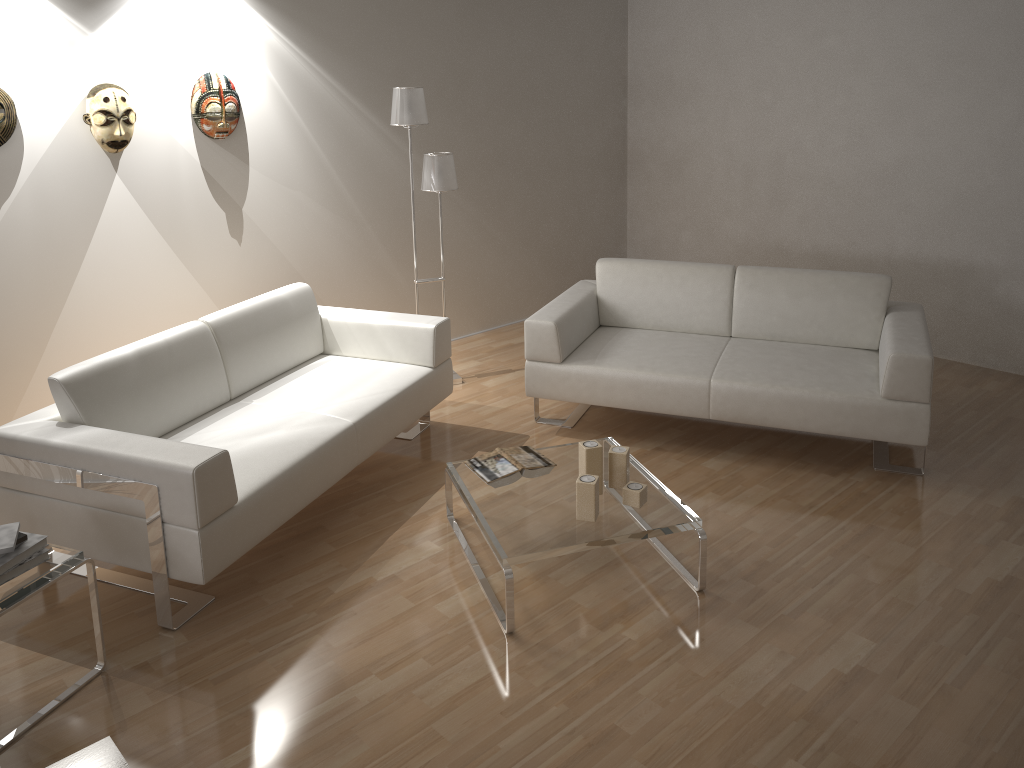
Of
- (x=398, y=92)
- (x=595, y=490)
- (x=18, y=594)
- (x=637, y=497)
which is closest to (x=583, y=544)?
(x=595, y=490)

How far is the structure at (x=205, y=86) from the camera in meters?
4.3

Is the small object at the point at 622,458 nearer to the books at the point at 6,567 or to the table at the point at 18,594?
the table at the point at 18,594

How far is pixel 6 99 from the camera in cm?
371

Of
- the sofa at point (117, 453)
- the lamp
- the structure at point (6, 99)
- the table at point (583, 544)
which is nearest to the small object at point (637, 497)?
the table at point (583, 544)

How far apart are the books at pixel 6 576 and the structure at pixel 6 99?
2.1 meters

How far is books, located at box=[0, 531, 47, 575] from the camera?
2.45m

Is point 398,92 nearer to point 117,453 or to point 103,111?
point 103,111

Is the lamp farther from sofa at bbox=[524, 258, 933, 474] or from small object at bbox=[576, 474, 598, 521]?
small object at bbox=[576, 474, 598, 521]

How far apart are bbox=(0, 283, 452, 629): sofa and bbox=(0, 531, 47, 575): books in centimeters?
30cm
